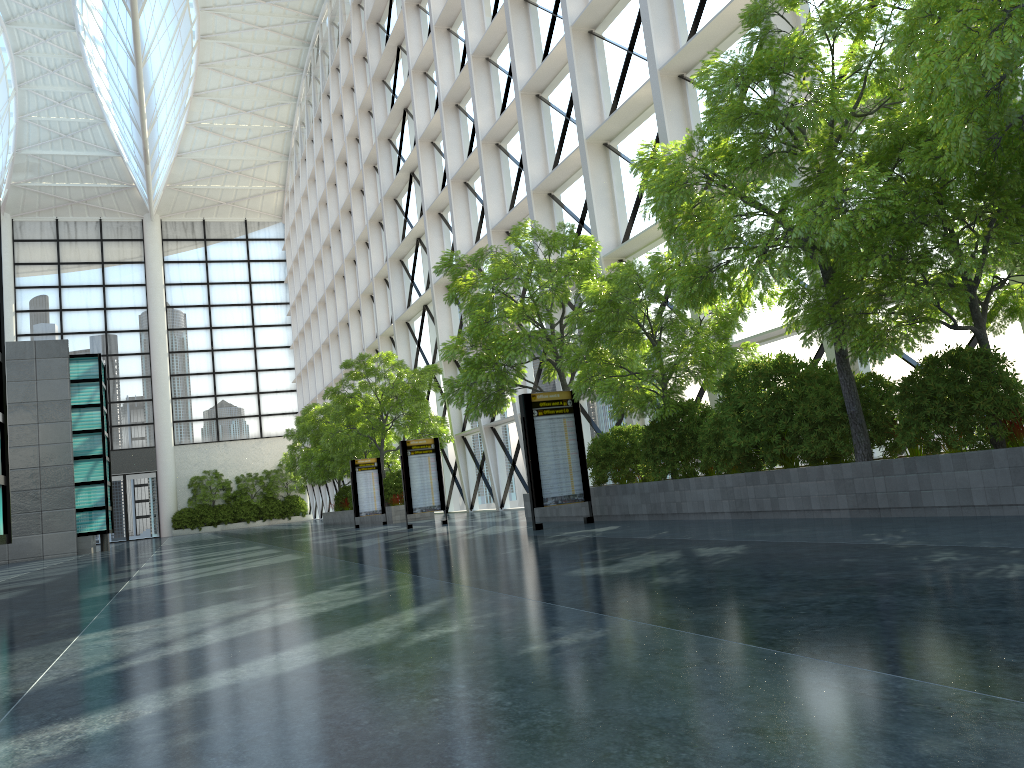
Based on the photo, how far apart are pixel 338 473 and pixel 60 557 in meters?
13.9 m

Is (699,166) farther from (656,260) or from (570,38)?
(570,38)
